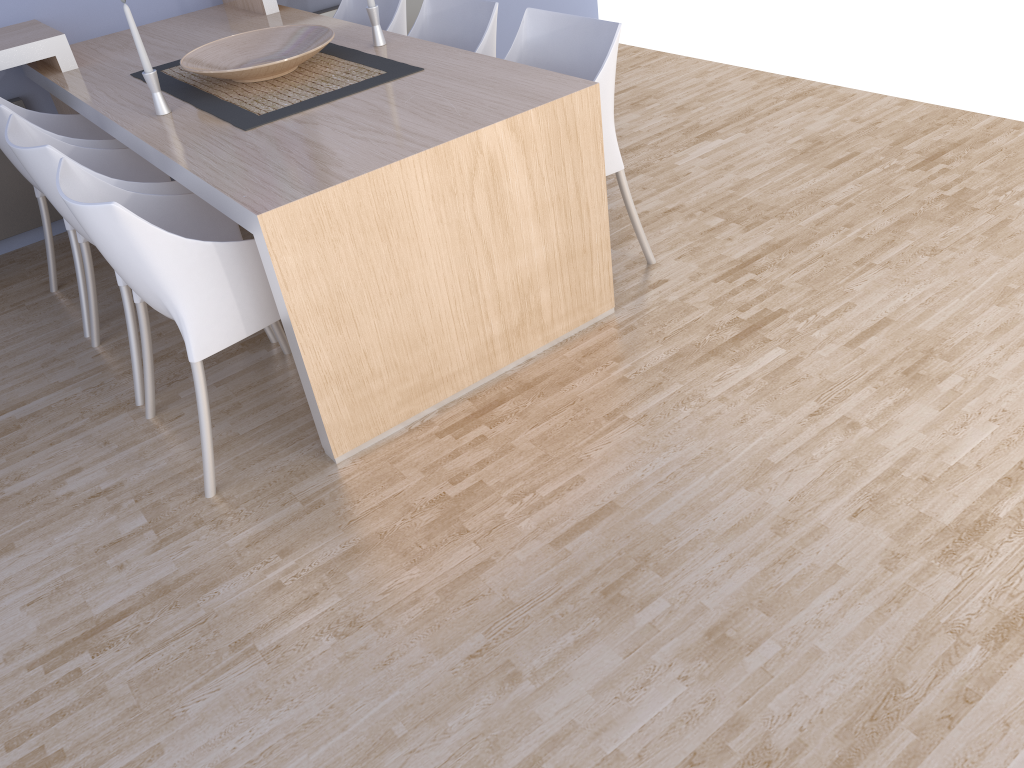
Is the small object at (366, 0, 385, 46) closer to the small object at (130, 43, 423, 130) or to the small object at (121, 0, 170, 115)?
the small object at (130, 43, 423, 130)

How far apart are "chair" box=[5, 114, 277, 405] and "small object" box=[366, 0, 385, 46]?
0.8 meters

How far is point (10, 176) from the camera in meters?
3.6

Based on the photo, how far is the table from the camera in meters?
2.1 m

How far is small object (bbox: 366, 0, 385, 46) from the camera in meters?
2.9 m

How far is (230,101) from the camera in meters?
2.7 m

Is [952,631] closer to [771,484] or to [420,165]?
[771,484]

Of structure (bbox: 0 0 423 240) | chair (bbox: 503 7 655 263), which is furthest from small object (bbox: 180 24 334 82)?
structure (bbox: 0 0 423 240)

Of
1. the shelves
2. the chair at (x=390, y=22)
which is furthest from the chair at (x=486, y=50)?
the shelves

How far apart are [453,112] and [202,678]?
1.5m
